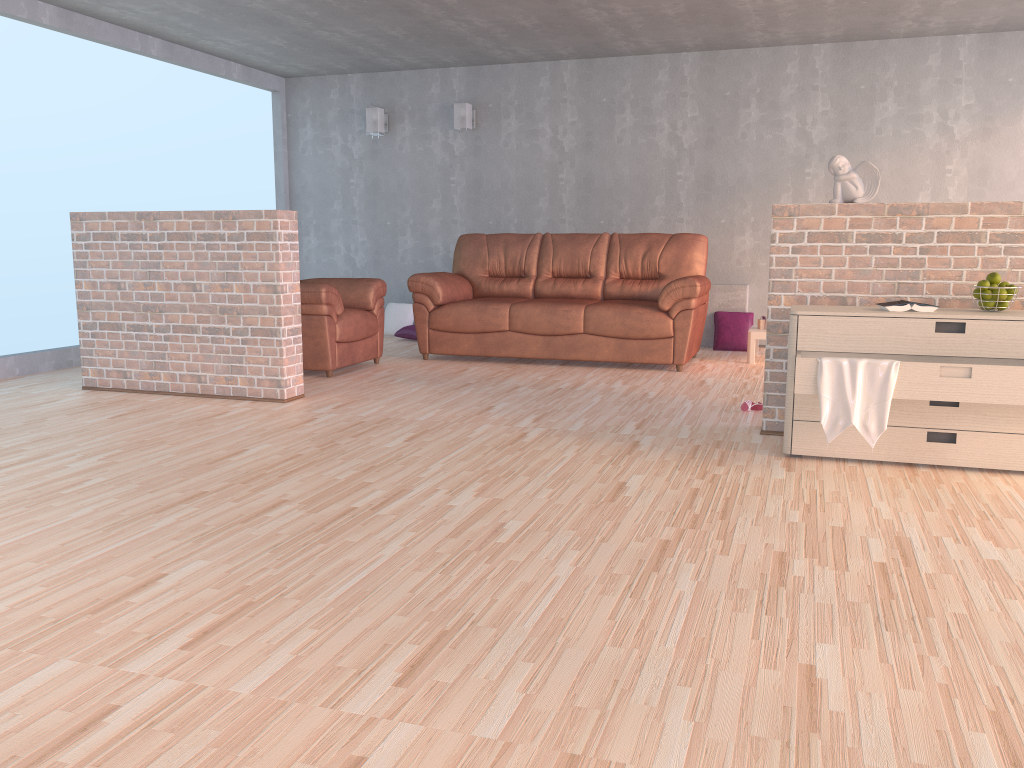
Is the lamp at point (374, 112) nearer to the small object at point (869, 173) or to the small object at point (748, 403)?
the small object at point (748, 403)

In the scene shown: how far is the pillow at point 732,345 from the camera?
7.3 meters

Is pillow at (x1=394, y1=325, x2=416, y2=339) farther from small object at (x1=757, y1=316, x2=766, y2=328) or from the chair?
small object at (x1=757, y1=316, x2=766, y2=328)

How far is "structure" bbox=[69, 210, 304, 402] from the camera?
4.9 meters

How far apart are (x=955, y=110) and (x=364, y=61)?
4.9m

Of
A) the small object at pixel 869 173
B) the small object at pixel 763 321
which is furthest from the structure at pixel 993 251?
the small object at pixel 763 321

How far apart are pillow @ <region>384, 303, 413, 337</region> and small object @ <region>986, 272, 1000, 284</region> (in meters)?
5.55

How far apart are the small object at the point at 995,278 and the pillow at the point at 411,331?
5.3 meters

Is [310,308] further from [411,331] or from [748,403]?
[748,403]

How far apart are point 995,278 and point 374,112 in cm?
607
